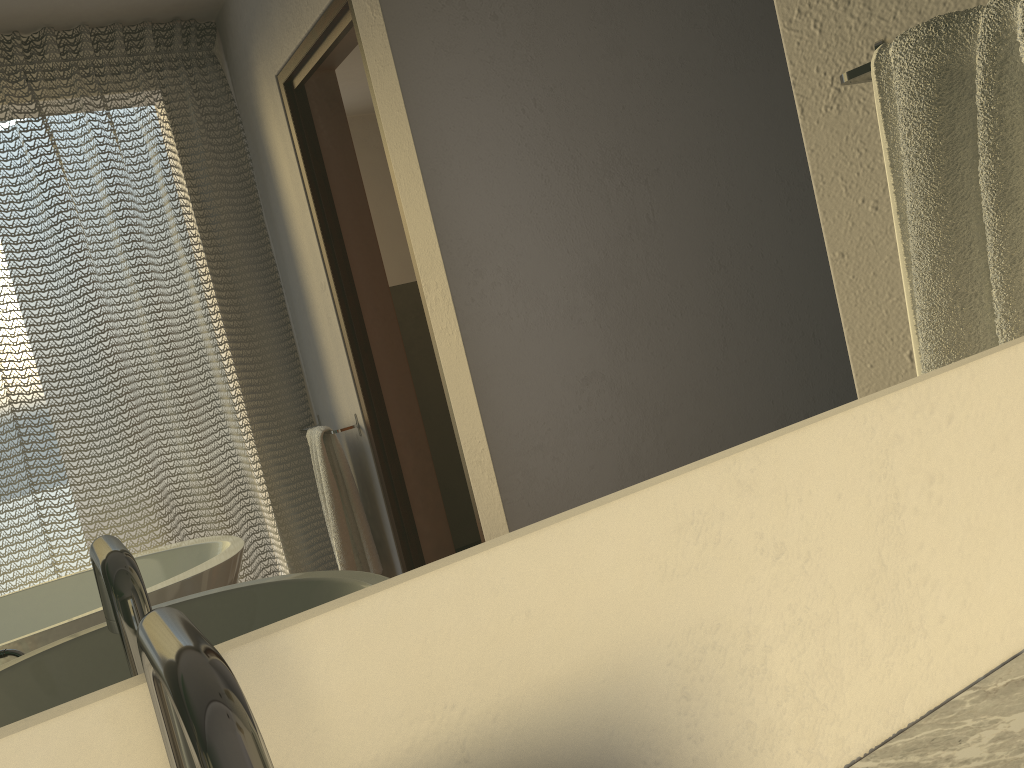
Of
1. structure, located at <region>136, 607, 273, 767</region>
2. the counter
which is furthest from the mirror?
the counter

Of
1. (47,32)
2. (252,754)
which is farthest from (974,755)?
(47,32)

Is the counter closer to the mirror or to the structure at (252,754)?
the mirror

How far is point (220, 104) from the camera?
0.3m

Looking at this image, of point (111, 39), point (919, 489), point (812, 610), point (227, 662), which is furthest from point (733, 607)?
point (111, 39)

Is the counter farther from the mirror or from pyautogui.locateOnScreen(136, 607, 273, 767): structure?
pyautogui.locateOnScreen(136, 607, 273, 767): structure

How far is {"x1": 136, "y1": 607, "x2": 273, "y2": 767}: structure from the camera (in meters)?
0.19

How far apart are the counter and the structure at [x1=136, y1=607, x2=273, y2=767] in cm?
40

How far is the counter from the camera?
0.5 meters

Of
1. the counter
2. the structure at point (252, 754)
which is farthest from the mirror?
the counter
